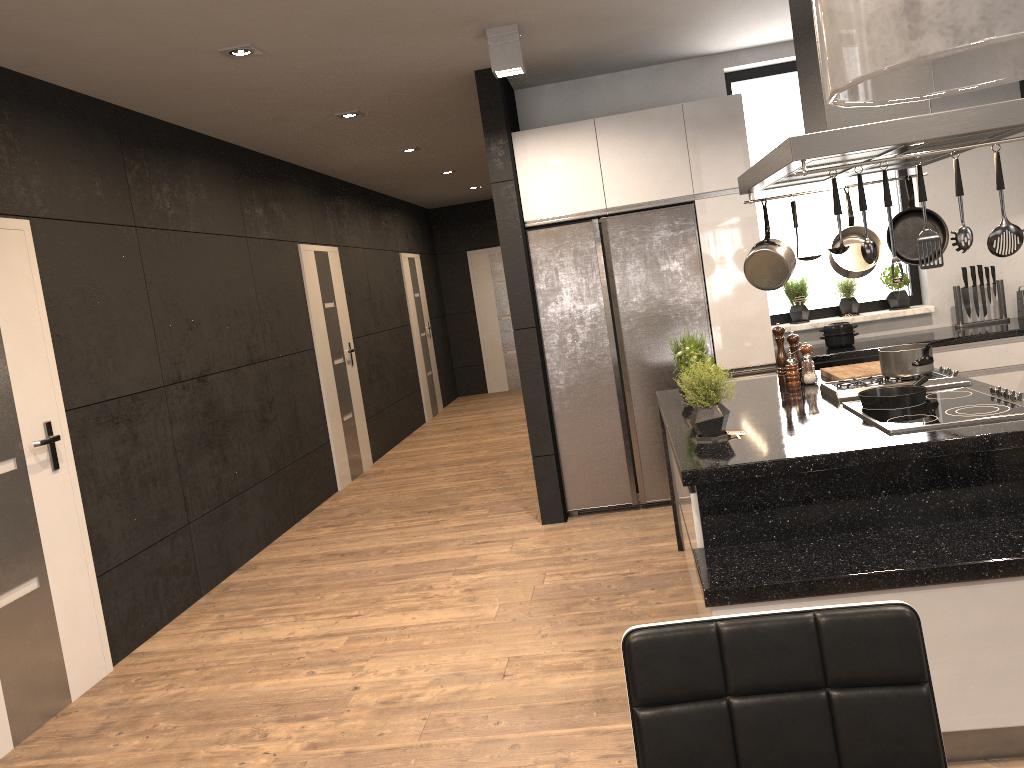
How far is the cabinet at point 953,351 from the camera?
5.09m

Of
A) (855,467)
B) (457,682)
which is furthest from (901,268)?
(457,682)

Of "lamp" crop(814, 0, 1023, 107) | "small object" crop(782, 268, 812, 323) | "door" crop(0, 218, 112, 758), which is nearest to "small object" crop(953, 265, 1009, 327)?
"small object" crop(782, 268, 812, 323)

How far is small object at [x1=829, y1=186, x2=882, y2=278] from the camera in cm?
363

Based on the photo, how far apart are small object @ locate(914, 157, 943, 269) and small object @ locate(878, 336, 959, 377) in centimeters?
95cm

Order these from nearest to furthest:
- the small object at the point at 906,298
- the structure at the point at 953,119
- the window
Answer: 1. the structure at the point at 953,119
2. the small object at the point at 906,298
3. the window

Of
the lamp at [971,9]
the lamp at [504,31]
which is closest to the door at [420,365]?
the lamp at [504,31]

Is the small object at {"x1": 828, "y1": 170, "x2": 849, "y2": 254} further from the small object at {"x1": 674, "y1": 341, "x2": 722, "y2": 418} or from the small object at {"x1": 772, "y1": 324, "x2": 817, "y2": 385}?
the small object at {"x1": 772, "y1": 324, "x2": 817, "y2": 385}

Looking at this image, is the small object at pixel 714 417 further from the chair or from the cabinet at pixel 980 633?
the chair

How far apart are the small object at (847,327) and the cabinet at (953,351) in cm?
46
